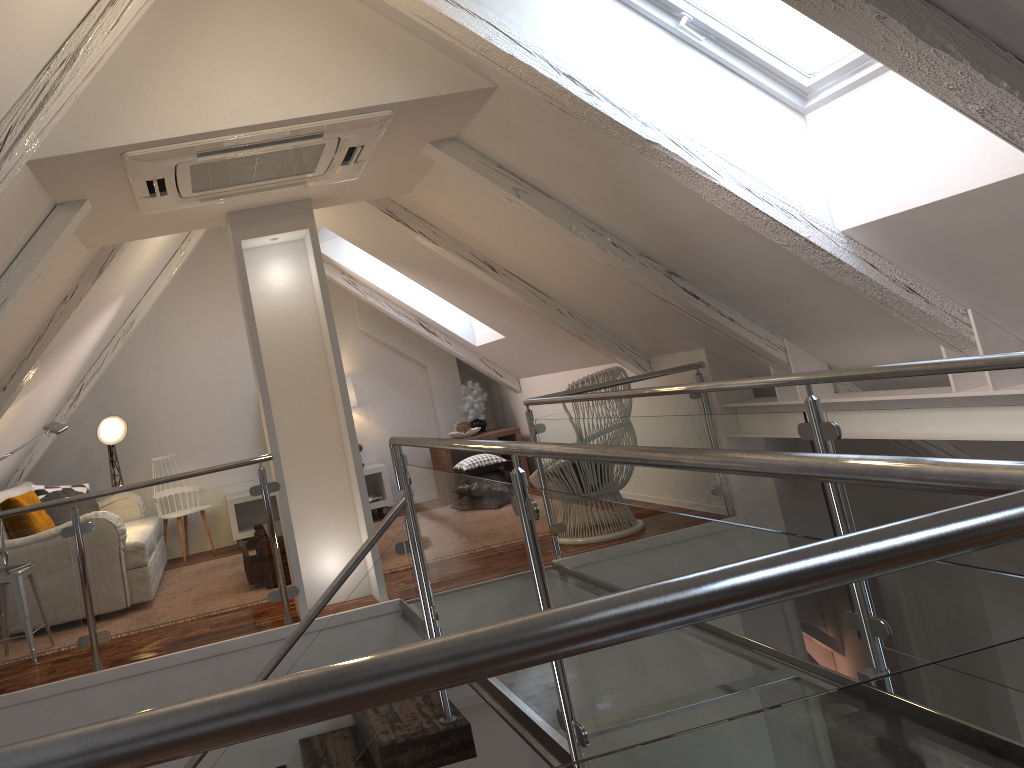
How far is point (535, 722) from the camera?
2.27m

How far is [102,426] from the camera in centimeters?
587cm

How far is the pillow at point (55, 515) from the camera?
5.1 meters

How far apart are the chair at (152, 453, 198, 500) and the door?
3.16m

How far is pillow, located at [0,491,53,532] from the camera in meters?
4.4

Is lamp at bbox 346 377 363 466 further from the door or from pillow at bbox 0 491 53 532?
the door

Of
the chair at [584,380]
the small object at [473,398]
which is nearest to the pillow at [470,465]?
the small object at [473,398]

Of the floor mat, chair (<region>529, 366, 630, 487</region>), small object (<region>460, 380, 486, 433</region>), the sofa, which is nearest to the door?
chair (<region>529, 366, 630, 487</region>)

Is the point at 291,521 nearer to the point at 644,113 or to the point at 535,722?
the point at 535,722

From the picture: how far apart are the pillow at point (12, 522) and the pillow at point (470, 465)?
2.44m
